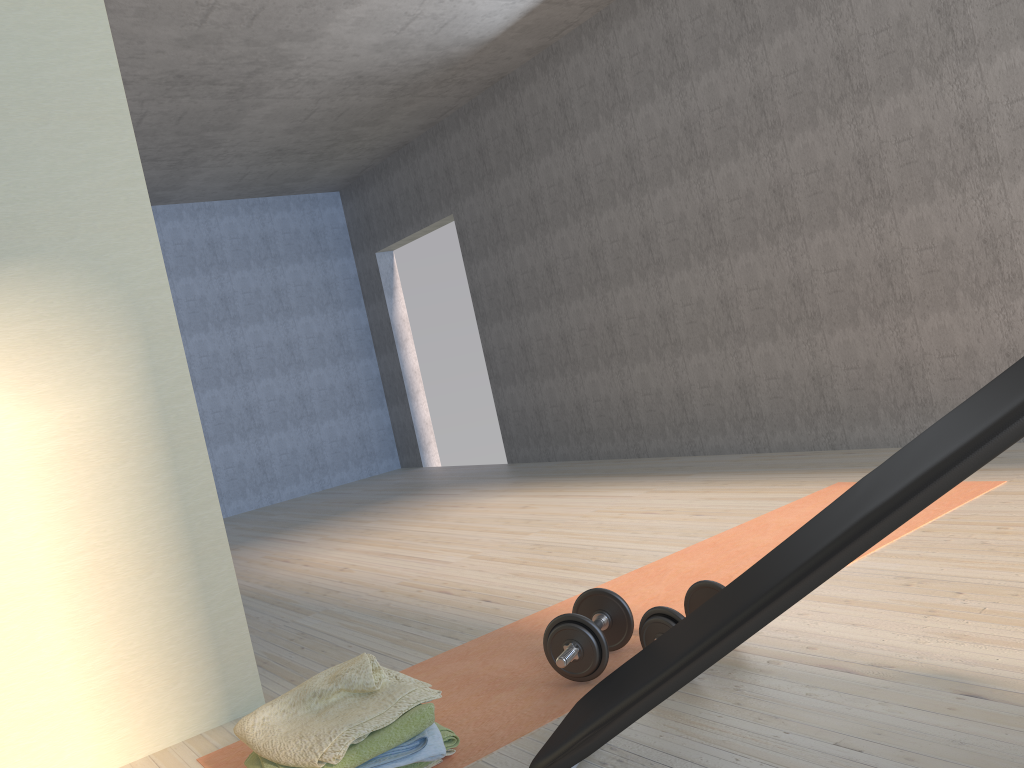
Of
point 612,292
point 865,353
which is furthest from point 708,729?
point 612,292

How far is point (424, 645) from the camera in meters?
2.8 m

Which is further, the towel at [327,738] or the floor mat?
the floor mat

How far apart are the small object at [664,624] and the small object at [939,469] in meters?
0.4

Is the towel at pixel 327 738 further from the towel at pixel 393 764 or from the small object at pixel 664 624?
the small object at pixel 664 624

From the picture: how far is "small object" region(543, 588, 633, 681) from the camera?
2.2m

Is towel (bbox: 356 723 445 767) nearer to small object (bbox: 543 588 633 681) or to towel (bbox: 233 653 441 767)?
towel (bbox: 233 653 441 767)

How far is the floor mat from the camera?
2.1m

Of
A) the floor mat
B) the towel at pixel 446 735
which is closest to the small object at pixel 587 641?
the floor mat

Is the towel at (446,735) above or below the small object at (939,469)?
below
